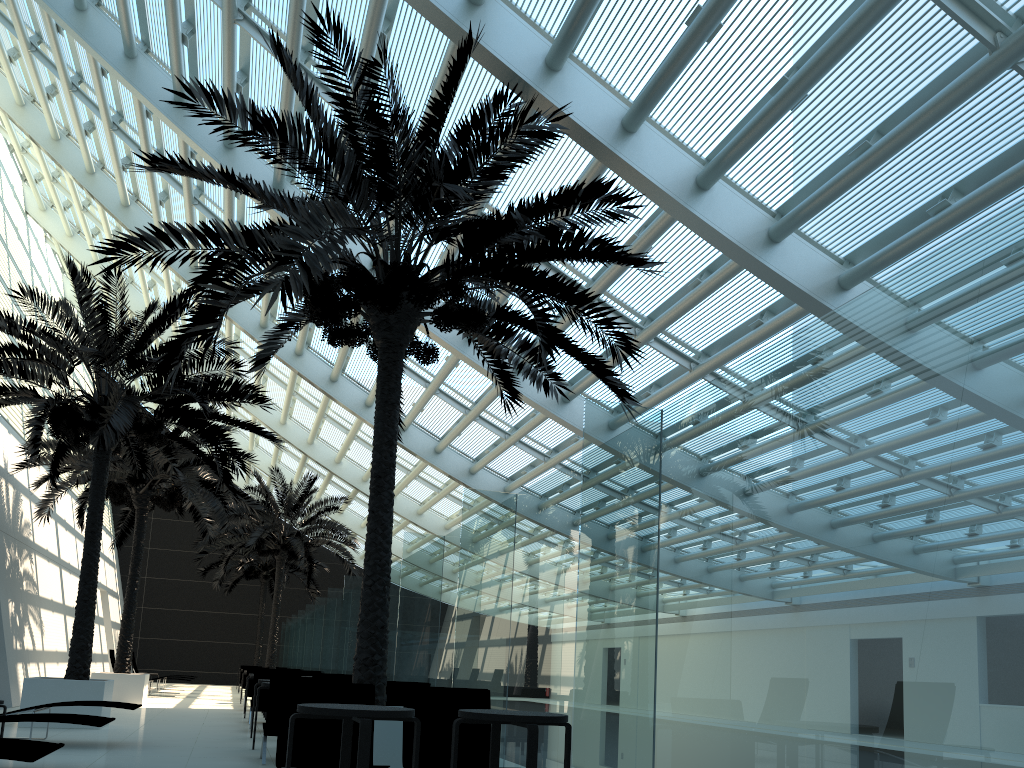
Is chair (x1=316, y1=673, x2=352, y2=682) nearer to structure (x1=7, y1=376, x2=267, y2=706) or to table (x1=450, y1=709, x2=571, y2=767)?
structure (x1=7, y1=376, x2=267, y2=706)

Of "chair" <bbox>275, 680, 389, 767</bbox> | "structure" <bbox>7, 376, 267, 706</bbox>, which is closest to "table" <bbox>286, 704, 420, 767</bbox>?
"chair" <bbox>275, 680, 389, 767</bbox>

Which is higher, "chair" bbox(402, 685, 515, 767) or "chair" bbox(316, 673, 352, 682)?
"chair" bbox(316, 673, 352, 682)

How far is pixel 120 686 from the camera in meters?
16.9

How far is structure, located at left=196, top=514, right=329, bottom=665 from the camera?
32.4m

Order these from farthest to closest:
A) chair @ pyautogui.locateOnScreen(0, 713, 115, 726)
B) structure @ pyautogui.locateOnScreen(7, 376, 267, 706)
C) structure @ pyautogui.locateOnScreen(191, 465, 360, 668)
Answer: structure @ pyautogui.locateOnScreen(191, 465, 360, 668), structure @ pyautogui.locateOnScreen(7, 376, 267, 706), chair @ pyautogui.locateOnScreen(0, 713, 115, 726)

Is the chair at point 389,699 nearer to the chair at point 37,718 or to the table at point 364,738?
the chair at point 37,718

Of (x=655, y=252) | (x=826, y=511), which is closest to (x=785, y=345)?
(x=826, y=511)

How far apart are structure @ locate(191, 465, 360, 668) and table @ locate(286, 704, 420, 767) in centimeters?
1946cm

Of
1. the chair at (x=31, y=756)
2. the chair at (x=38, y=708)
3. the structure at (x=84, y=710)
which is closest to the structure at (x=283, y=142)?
the structure at (x=84, y=710)
